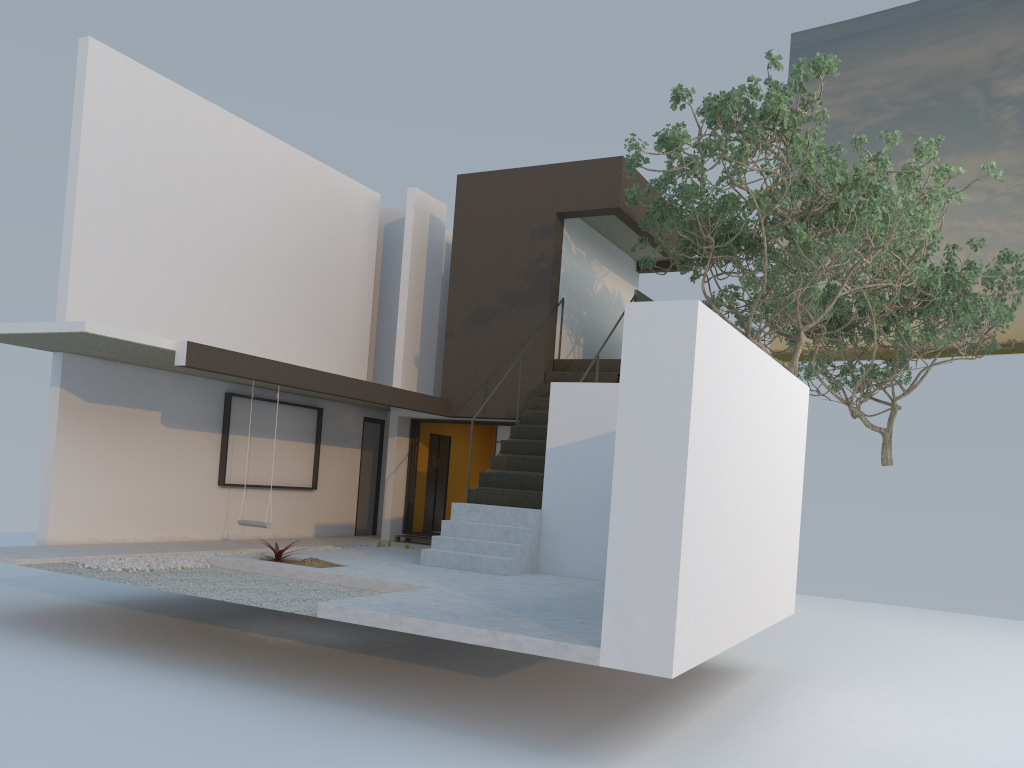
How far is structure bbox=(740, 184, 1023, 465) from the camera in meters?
14.9

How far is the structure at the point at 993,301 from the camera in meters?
14.9 m

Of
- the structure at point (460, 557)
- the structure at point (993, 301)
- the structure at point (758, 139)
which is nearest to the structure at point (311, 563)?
the structure at point (460, 557)

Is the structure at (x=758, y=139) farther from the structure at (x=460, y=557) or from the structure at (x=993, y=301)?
the structure at (x=993, y=301)

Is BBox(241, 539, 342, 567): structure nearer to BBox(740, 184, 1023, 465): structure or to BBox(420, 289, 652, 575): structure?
BBox(420, 289, 652, 575): structure

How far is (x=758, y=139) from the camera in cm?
921

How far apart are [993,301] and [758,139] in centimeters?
805cm

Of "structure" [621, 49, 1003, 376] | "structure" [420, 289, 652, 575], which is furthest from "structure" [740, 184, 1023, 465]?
"structure" [420, 289, 652, 575]

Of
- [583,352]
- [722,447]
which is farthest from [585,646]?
[583,352]

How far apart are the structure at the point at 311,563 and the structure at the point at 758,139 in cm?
540
